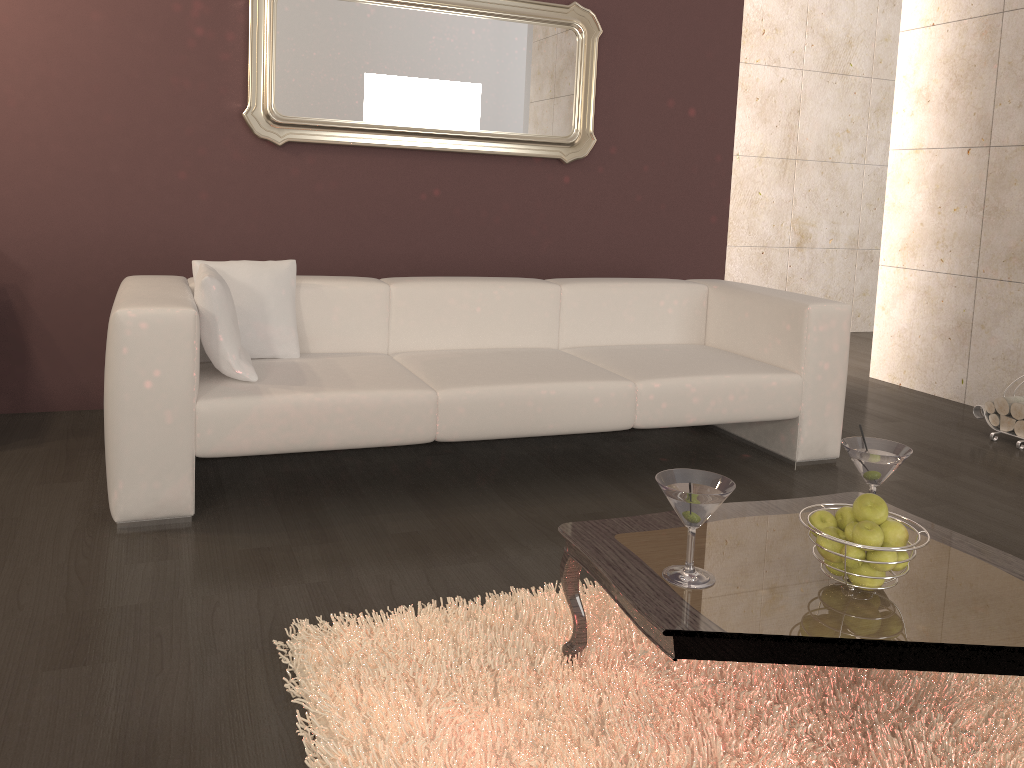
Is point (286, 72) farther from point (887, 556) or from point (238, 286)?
point (887, 556)

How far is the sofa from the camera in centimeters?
262cm

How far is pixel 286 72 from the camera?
3.9m

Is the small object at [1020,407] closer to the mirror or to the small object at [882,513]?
the mirror

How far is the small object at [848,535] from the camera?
1.7m

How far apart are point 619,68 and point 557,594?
3.11m

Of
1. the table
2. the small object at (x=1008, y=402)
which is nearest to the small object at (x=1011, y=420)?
the small object at (x=1008, y=402)

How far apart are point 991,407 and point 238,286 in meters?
3.4

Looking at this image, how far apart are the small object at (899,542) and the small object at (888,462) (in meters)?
0.30

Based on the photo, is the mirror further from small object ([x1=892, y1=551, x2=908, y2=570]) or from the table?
small object ([x1=892, y1=551, x2=908, y2=570])
